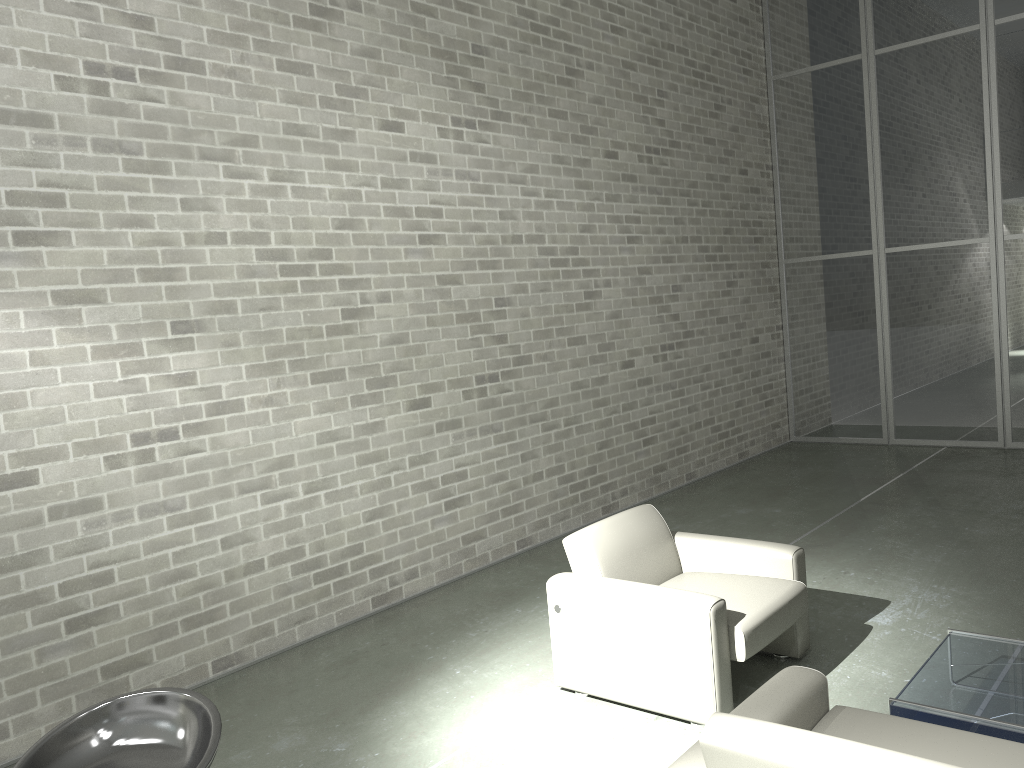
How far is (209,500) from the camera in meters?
4.6 m

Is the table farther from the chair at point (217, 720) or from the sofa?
the chair at point (217, 720)

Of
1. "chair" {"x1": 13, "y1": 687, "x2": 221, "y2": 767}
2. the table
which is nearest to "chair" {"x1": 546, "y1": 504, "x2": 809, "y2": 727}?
the table

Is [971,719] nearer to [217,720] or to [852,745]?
[852,745]

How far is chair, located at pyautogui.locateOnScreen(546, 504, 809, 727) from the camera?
3.5m

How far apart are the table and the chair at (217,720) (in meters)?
2.32

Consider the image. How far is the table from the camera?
3.0 meters

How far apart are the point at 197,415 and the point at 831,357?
7.15m

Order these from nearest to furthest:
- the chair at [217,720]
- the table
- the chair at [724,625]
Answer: the chair at [217,720] → the table → the chair at [724,625]

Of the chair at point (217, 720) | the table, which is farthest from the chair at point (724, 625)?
the chair at point (217, 720)
